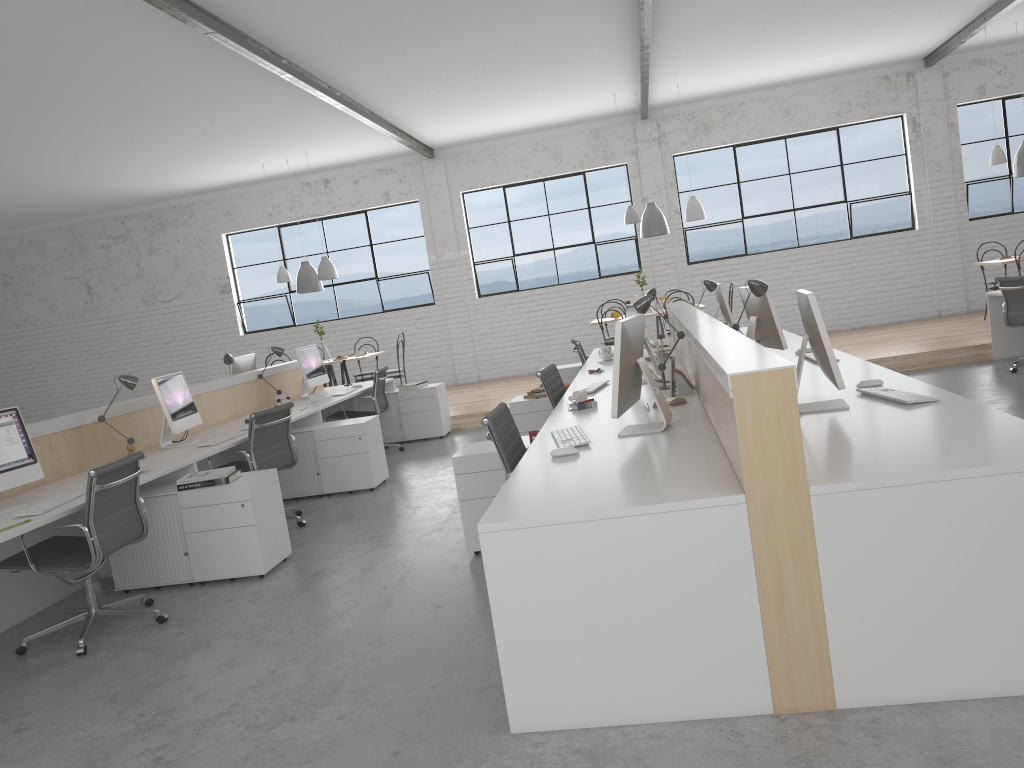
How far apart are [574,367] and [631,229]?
3.3m

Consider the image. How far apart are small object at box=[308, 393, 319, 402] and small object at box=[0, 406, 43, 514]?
2.5m

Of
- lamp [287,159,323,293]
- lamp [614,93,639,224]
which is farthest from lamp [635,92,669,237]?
lamp [287,159,323,293]

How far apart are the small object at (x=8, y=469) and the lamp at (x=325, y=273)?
4.96m

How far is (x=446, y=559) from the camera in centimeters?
352cm

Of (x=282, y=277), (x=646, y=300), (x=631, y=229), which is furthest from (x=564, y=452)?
(x=631, y=229)

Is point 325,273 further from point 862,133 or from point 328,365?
point 862,133

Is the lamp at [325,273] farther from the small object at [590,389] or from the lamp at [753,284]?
the lamp at [753,284]

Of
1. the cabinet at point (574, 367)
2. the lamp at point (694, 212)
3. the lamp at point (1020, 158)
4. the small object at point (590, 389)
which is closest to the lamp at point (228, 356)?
the cabinet at point (574, 367)

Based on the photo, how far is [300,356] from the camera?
6.23m
